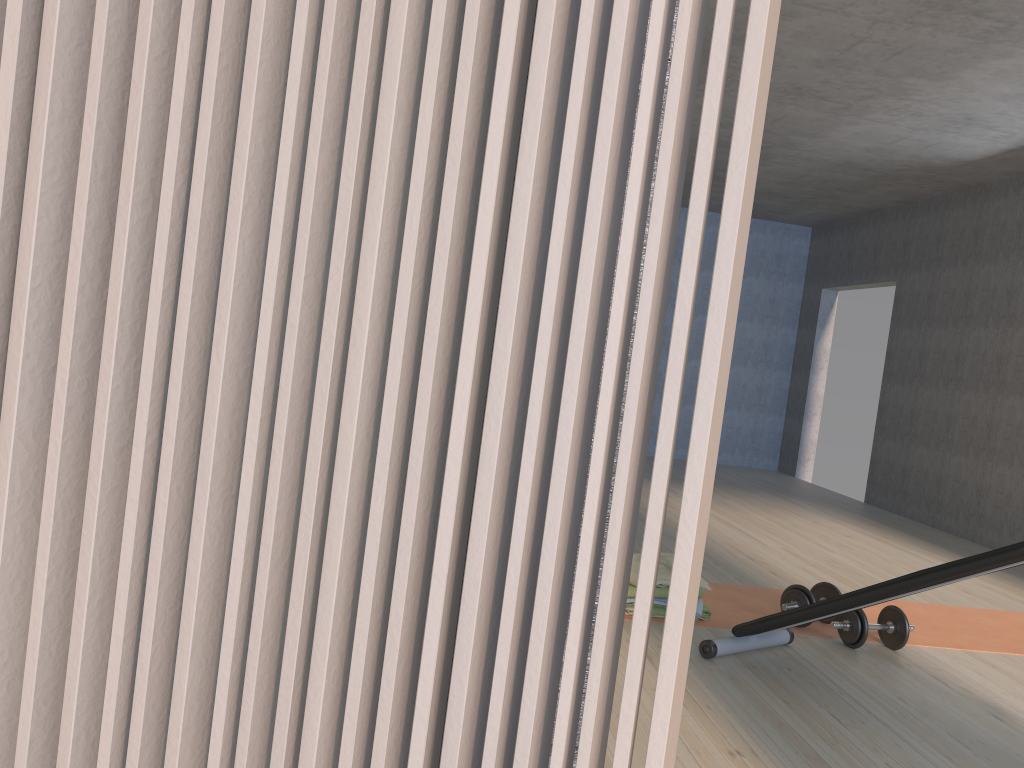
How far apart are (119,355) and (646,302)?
0.4 meters

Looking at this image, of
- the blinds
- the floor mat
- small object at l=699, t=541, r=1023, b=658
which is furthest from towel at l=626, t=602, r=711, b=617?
the blinds

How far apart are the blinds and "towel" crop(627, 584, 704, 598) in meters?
2.8

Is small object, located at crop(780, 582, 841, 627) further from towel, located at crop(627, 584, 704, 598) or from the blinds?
the blinds

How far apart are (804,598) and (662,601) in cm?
61

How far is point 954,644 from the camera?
3.76m

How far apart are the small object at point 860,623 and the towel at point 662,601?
0.5 meters

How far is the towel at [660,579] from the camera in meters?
3.6

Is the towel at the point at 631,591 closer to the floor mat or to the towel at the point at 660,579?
the towel at the point at 660,579

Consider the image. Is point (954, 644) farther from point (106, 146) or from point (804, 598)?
point (106, 146)
